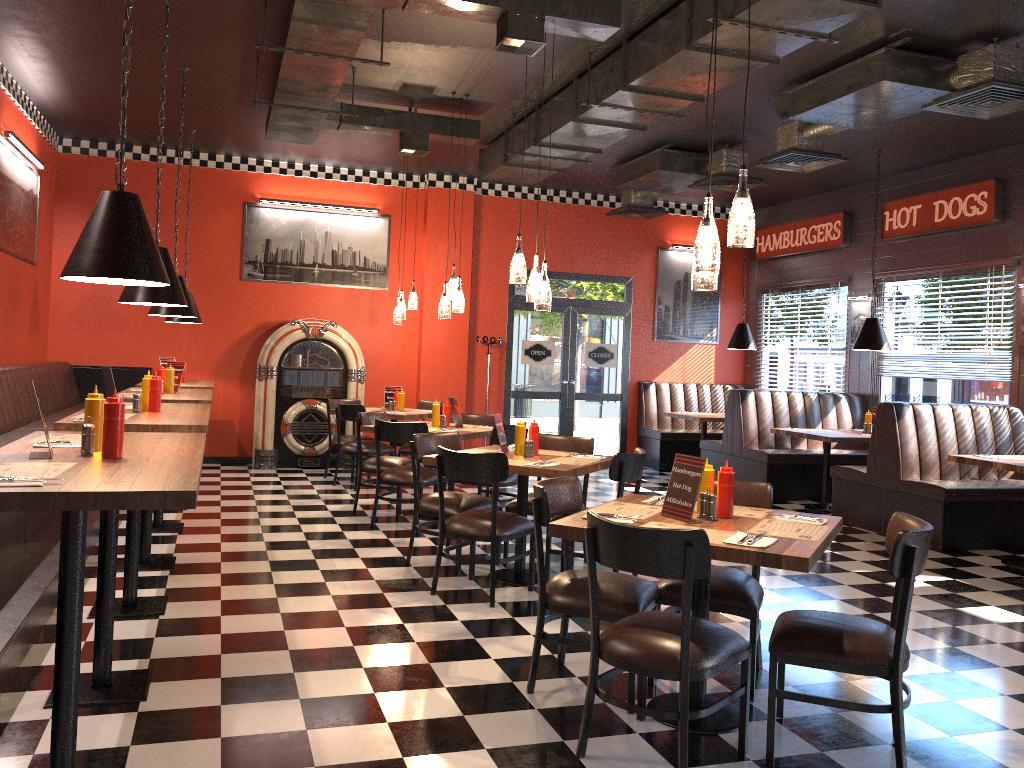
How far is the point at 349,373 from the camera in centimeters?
1050cm

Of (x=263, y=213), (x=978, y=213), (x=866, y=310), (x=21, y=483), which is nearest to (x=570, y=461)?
(x=21, y=483)

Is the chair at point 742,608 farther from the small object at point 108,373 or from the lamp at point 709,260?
the small object at point 108,373

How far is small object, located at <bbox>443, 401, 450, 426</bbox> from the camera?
7.7 meters

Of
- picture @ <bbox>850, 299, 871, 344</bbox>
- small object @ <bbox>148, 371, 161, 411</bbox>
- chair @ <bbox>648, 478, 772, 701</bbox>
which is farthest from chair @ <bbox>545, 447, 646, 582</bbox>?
picture @ <bbox>850, 299, 871, 344</bbox>

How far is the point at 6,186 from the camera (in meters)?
7.65

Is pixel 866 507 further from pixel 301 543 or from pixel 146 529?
pixel 146 529

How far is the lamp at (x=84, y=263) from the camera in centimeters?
314cm

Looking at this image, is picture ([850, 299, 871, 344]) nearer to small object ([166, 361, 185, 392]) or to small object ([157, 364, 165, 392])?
small object ([166, 361, 185, 392])

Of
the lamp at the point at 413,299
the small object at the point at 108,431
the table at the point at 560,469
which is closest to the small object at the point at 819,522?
the table at the point at 560,469
